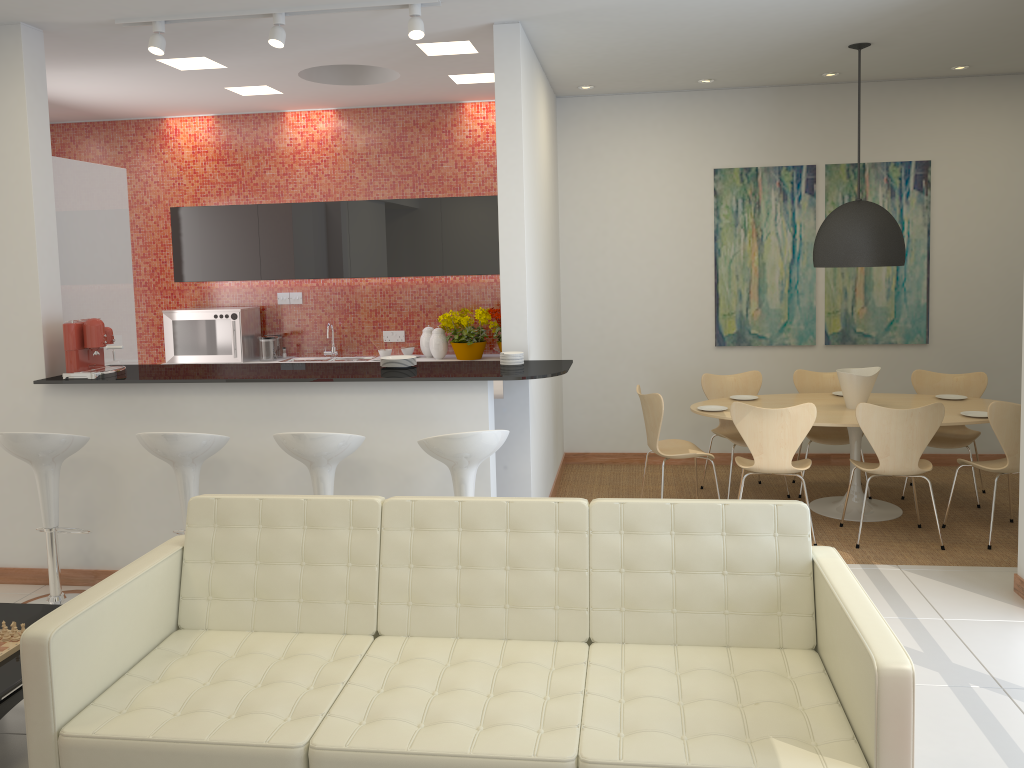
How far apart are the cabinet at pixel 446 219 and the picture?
1.9m

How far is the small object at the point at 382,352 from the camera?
7.6m

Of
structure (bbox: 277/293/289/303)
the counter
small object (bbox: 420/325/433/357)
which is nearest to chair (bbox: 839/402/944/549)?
the counter

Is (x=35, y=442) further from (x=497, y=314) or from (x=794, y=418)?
(x=794, y=418)

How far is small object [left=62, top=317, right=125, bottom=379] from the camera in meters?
4.9

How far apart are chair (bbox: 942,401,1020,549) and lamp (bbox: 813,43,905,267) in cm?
112

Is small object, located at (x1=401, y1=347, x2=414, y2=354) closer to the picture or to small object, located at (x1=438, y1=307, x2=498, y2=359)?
small object, located at (x1=438, y1=307, x2=498, y2=359)

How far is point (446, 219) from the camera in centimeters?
739cm

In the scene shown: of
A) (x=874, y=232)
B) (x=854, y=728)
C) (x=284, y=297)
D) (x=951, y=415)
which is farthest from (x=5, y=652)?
(x=951, y=415)

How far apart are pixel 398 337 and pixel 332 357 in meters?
0.6 m
